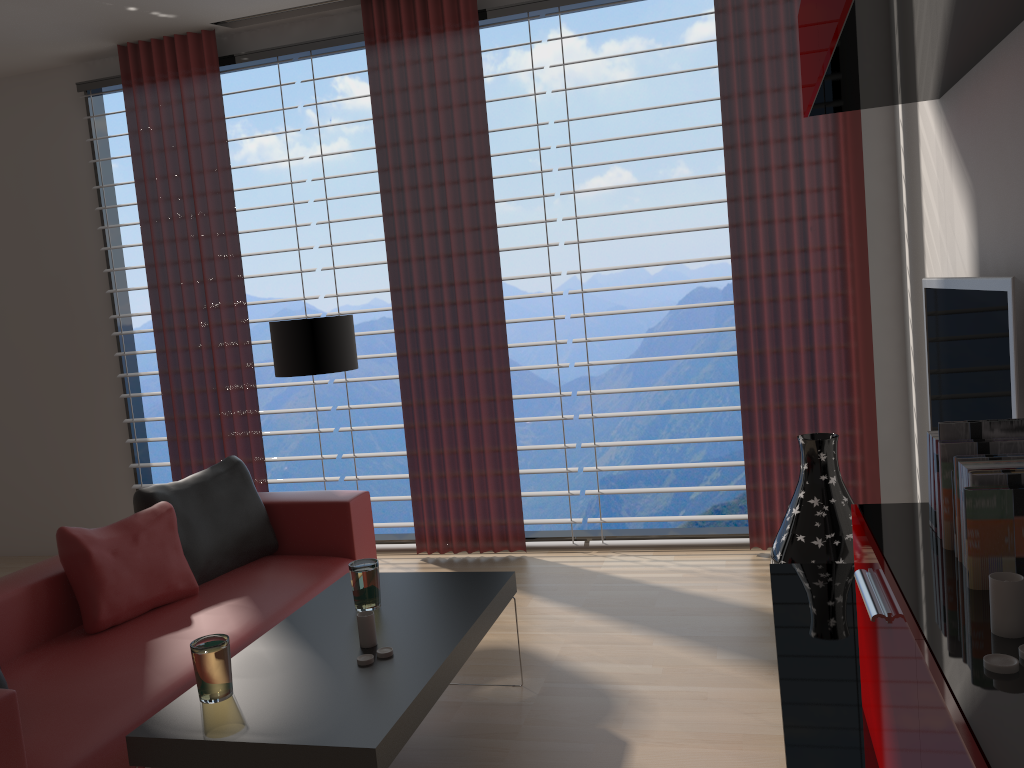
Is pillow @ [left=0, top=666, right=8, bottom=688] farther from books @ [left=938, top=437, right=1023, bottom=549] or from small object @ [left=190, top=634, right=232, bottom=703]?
books @ [left=938, top=437, right=1023, bottom=549]

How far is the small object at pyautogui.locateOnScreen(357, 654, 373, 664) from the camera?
3.4 meters

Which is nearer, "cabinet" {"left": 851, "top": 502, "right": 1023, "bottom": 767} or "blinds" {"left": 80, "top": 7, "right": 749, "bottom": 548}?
"cabinet" {"left": 851, "top": 502, "right": 1023, "bottom": 767}

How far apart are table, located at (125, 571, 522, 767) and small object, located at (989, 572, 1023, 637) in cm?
179

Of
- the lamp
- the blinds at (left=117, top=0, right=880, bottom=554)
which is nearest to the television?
the blinds at (left=117, top=0, right=880, bottom=554)

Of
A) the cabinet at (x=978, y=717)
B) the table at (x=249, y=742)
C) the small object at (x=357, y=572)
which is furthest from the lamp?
the cabinet at (x=978, y=717)

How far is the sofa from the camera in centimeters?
→ 333cm

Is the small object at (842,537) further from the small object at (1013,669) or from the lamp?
the small object at (1013,669)

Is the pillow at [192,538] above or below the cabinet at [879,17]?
below

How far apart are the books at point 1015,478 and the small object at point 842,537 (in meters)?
3.04
